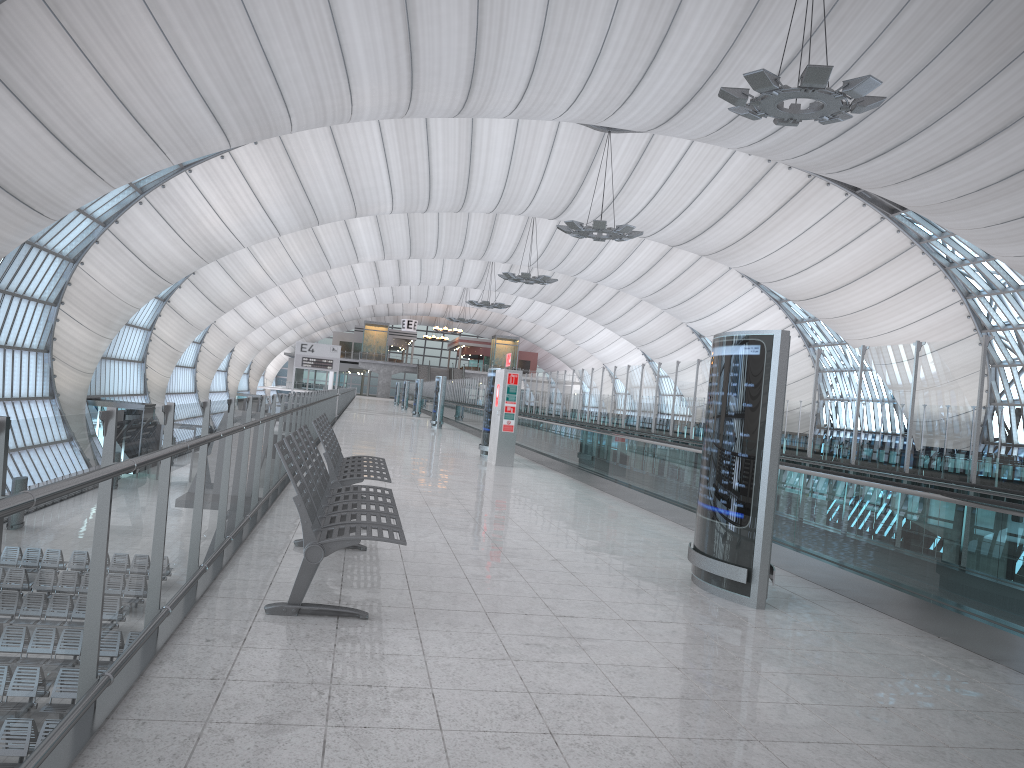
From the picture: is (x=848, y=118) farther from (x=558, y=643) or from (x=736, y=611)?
(x=558, y=643)

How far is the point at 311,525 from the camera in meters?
4.5 m

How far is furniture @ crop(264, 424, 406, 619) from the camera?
4.49m

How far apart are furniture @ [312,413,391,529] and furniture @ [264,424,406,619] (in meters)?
0.56

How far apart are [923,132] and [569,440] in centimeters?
2087cm

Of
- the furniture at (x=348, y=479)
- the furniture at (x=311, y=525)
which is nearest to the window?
the furniture at (x=348, y=479)

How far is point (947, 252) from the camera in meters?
44.5 m

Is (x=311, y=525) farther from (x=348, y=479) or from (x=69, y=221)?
(x=69, y=221)

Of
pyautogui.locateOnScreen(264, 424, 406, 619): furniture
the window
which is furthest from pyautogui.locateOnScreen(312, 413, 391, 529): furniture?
the window

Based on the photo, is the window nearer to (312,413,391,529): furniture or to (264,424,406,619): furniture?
(312,413,391,529): furniture
